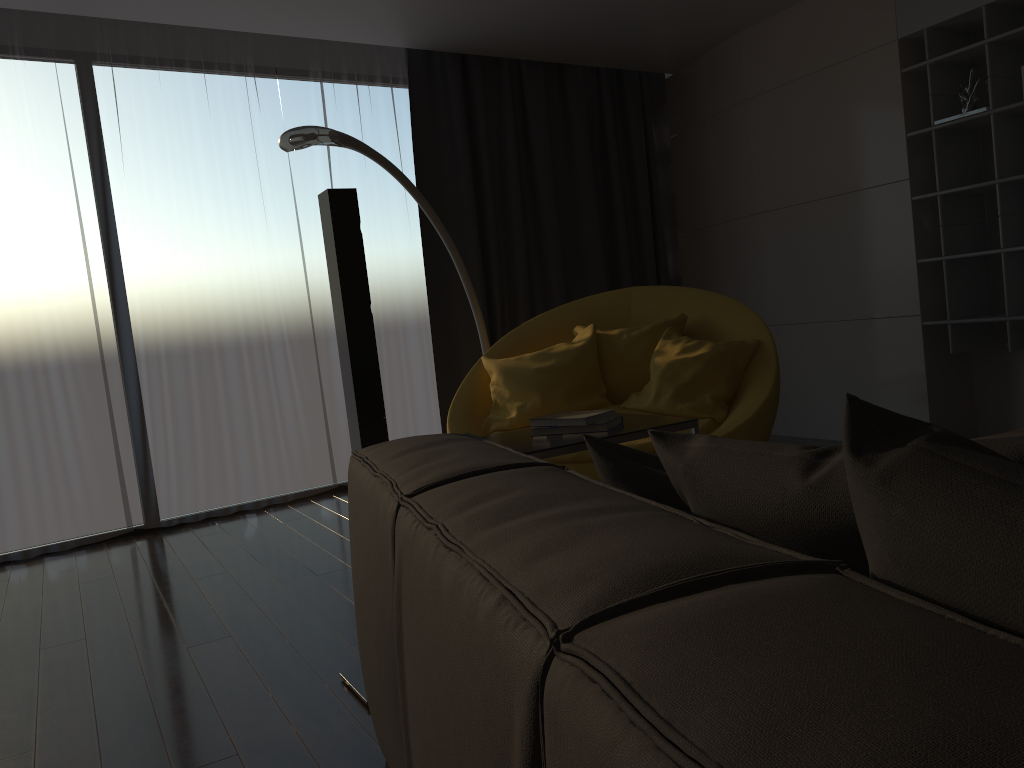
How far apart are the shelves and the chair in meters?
1.1 m

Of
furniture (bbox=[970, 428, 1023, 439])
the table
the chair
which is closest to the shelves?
the chair

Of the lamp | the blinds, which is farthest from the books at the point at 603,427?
the blinds

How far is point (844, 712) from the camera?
0.44m

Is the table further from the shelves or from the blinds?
the blinds

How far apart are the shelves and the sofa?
3.05m

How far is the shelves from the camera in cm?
391

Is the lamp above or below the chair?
above

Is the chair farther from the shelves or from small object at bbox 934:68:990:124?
small object at bbox 934:68:990:124

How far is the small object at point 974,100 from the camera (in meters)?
4.03
